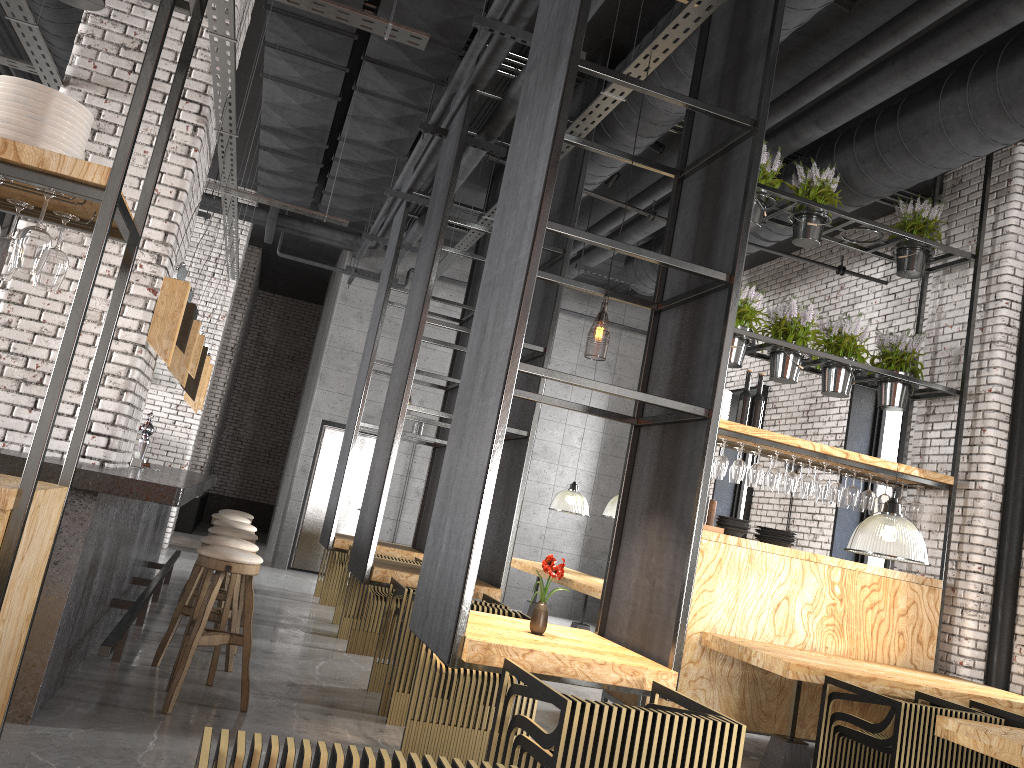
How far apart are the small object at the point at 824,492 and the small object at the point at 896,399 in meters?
0.9

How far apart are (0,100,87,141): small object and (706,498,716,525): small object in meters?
4.8 m

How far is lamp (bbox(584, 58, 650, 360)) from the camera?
7.4m

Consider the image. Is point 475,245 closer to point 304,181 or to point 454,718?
point 304,181

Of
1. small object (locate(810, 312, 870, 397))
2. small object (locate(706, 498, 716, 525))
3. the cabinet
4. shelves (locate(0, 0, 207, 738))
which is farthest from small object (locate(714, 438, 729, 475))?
the cabinet

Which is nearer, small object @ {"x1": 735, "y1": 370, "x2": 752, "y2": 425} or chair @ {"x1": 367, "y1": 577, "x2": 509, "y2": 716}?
chair @ {"x1": 367, "y1": 577, "x2": 509, "y2": 716}

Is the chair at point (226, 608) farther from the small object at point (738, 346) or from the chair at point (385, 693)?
the small object at point (738, 346)

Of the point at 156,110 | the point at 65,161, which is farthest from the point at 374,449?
the point at 65,161

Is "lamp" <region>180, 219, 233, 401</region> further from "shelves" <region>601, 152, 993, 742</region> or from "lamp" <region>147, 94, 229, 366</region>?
"shelves" <region>601, 152, 993, 742</region>

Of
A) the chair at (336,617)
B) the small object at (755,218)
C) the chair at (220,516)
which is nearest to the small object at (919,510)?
the small object at (755,218)
